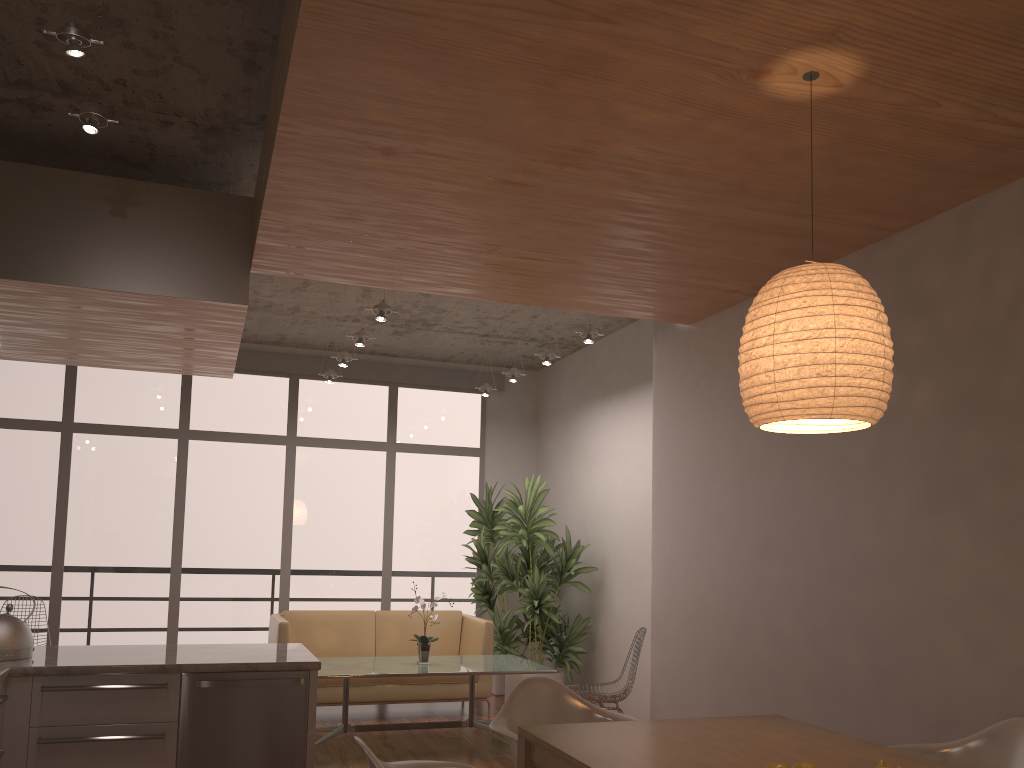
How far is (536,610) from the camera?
7.70m

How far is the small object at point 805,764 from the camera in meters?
2.1

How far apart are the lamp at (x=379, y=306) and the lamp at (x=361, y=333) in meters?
0.7

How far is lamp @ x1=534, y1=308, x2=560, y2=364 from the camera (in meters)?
7.22

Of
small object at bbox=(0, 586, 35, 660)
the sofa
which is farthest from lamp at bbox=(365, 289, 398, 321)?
small object at bbox=(0, 586, 35, 660)

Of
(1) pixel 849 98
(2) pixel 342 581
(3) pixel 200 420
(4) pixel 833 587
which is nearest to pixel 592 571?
(2) pixel 342 581

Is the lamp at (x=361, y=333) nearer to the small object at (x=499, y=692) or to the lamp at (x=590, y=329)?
the lamp at (x=590, y=329)

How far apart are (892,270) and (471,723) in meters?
4.3 m

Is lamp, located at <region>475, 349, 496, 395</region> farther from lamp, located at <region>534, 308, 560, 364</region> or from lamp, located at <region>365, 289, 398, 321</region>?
lamp, located at <region>365, 289, 398, 321</region>

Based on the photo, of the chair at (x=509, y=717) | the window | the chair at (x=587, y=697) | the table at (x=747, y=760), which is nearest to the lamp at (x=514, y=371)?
the window
